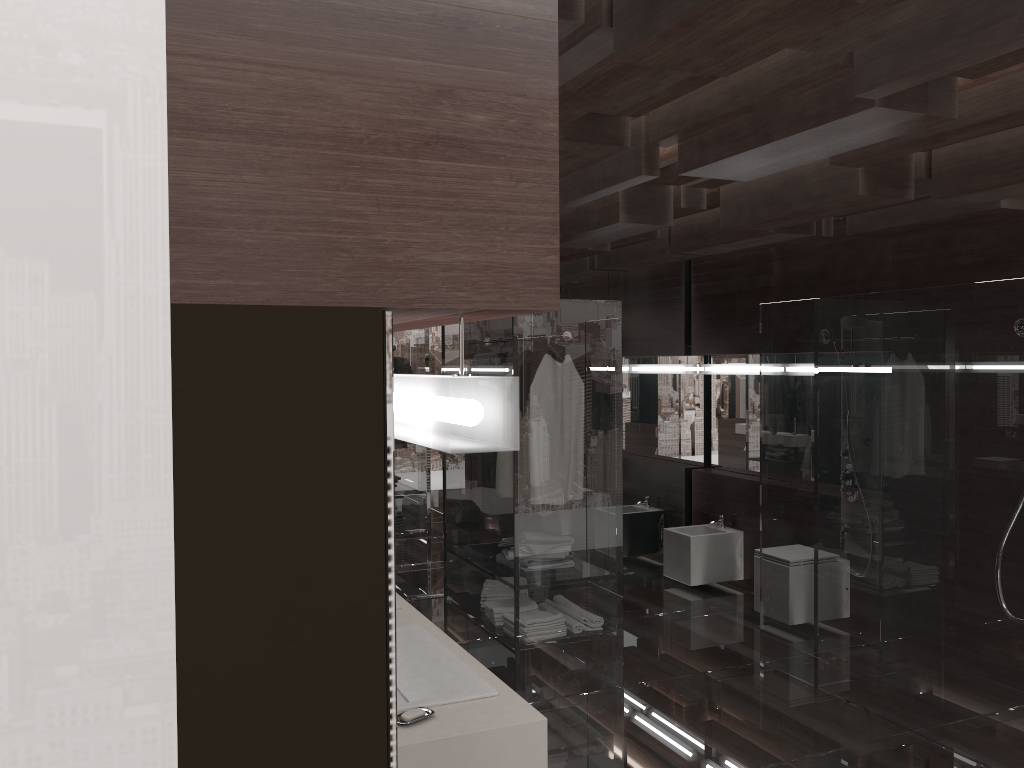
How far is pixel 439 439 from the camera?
1.0m

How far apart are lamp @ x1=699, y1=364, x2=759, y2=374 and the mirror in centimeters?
14cm

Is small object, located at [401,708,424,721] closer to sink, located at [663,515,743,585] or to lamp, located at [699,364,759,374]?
sink, located at [663,515,743,585]

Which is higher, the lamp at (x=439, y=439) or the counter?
the lamp at (x=439, y=439)

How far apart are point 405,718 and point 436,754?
0.13m

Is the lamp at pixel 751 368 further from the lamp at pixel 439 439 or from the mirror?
the lamp at pixel 439 439

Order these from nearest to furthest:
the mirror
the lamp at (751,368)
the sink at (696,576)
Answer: the mirror < the sink at (696,576) < the lamp at (751,368)

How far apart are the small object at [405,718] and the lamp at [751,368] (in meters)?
4.85

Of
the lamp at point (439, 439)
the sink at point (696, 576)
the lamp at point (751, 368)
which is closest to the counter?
the lamp at point (439, 439)

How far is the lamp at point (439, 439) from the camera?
1.0m
